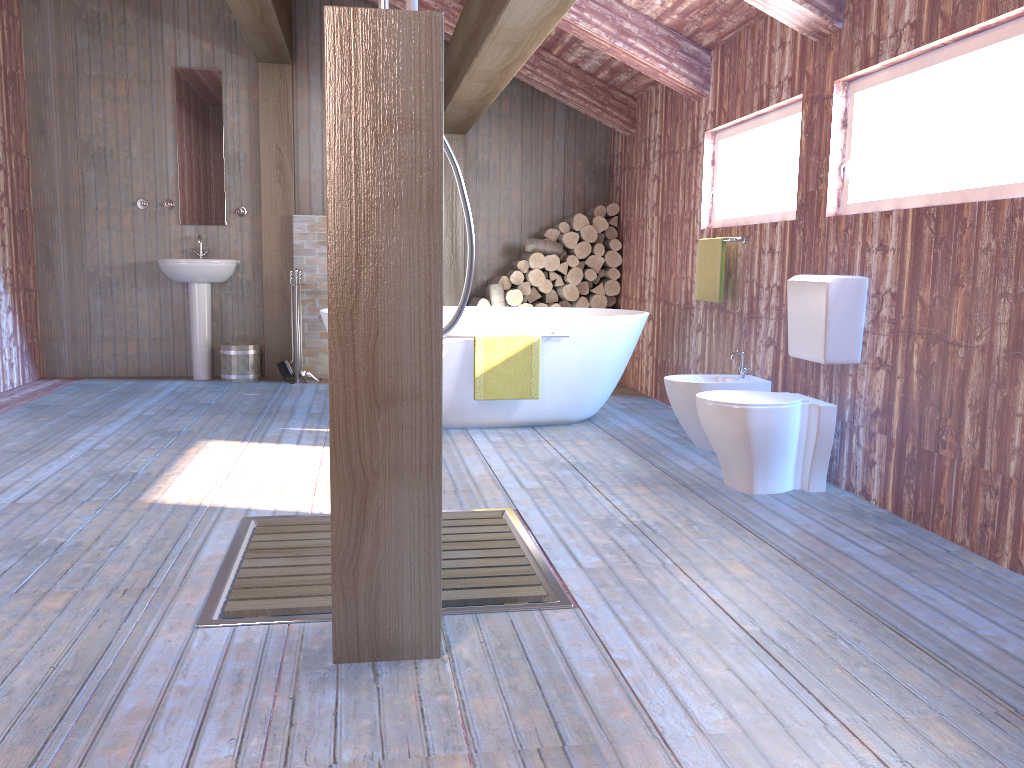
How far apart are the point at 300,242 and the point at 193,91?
1.41m

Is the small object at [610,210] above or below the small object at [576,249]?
above

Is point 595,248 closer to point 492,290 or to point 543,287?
point 543,287

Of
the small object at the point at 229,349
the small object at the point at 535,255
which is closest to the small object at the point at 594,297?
the small object at the point at 535,255

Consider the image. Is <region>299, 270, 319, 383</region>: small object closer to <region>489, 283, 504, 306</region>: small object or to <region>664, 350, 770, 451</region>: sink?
<region>489, 283, 504, 306</region>: small object

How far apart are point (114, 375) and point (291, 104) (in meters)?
2.58

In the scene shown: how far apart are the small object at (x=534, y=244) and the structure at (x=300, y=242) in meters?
1.6

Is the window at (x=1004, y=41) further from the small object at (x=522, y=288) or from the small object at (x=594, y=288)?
the small object at (x=522, y=288)

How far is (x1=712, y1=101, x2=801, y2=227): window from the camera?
4.43m

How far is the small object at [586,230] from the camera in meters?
7.1 m
